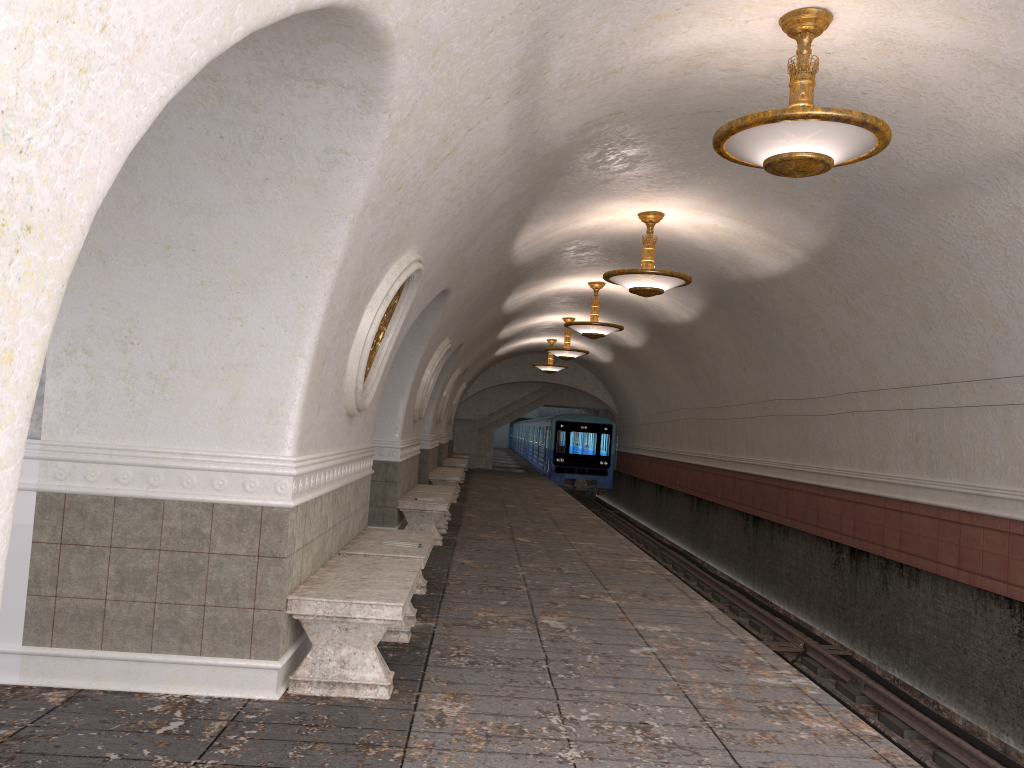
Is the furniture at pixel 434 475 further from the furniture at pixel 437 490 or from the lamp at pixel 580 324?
the lamp at pixel 580 324

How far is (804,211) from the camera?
8.6m

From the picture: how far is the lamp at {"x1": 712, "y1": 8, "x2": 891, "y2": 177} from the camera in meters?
4.8

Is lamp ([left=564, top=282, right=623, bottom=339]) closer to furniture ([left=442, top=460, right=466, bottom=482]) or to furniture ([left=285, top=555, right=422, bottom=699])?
furniture ([left=442, top=460, right=466, bottom=482])

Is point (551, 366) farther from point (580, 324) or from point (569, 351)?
point (580, 324)

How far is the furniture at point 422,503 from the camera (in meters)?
10.61

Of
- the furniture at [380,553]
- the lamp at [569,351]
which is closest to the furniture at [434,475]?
the lamp at [569,351]

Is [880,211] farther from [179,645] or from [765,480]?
[765,480]

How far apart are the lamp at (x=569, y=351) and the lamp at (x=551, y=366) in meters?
4.4 m

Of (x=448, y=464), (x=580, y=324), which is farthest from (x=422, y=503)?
(x=448, y=464)
